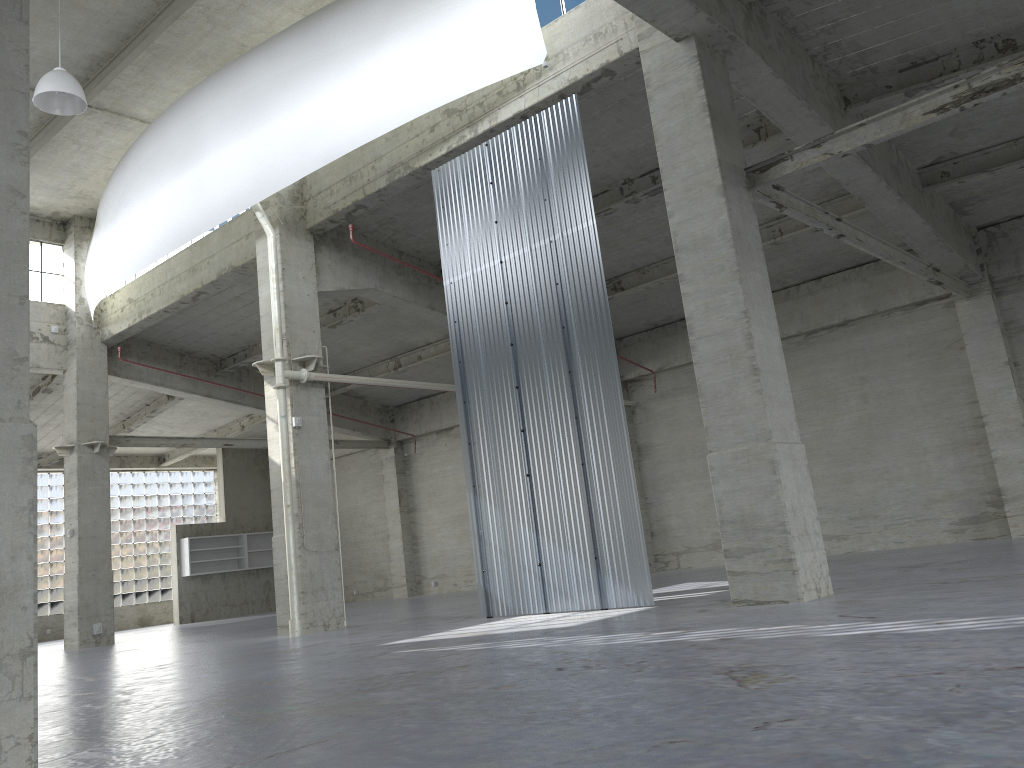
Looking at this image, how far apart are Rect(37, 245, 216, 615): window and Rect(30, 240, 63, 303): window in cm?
1604

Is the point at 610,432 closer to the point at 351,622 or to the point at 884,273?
the point at 351,622

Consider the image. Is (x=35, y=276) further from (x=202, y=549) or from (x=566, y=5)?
(x=566, y=5)

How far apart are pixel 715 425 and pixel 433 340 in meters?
21.0 m

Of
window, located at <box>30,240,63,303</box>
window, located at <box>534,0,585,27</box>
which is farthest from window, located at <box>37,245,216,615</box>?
window, located at <box>534,0,585,27</box>

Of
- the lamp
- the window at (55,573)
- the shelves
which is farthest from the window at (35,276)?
the window at (55,573)

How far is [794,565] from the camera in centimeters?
1338cm

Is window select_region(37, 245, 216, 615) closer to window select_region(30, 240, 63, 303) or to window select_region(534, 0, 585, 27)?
window select_region(30, 240, 63, 303)

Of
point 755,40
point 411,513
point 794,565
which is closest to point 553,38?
point 755,40

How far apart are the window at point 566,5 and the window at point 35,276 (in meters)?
22.15
